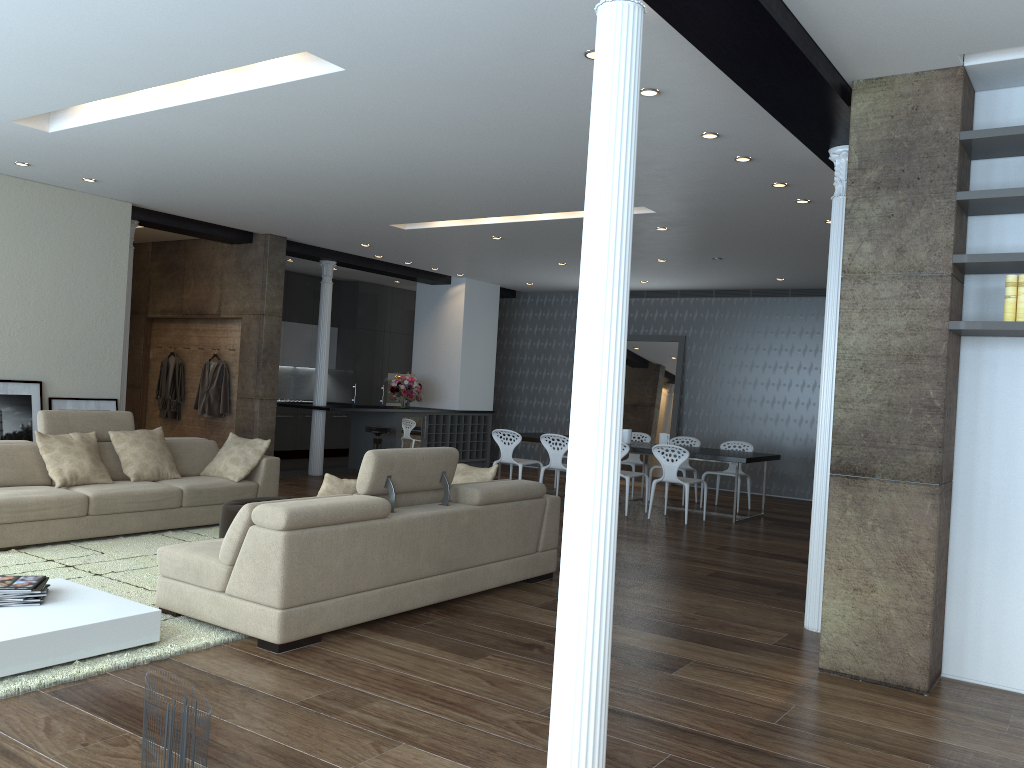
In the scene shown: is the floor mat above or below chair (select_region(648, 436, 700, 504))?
below

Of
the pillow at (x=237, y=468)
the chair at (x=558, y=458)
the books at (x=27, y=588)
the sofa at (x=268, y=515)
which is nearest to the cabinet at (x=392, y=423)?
the chair at (x=558, y=458)

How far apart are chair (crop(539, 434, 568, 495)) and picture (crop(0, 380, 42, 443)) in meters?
5.3

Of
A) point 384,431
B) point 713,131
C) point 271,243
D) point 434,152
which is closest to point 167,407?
point 271,243

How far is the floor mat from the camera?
3.8 meters

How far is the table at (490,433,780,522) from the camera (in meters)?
9.66

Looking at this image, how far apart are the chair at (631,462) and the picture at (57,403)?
6.2 meters

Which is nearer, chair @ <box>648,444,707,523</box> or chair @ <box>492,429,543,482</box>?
chair @ <box>648,444,707,523</box>

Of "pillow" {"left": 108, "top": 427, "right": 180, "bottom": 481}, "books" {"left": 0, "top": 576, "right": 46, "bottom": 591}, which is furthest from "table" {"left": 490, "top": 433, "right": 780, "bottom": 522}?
"books" {"left": 0, "top": 576, "right": 46, "bottom": 591}

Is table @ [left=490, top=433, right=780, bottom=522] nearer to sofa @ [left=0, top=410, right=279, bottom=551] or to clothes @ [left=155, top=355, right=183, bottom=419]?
sofa @ [left=0, top=410, right=279, bottom=551]
